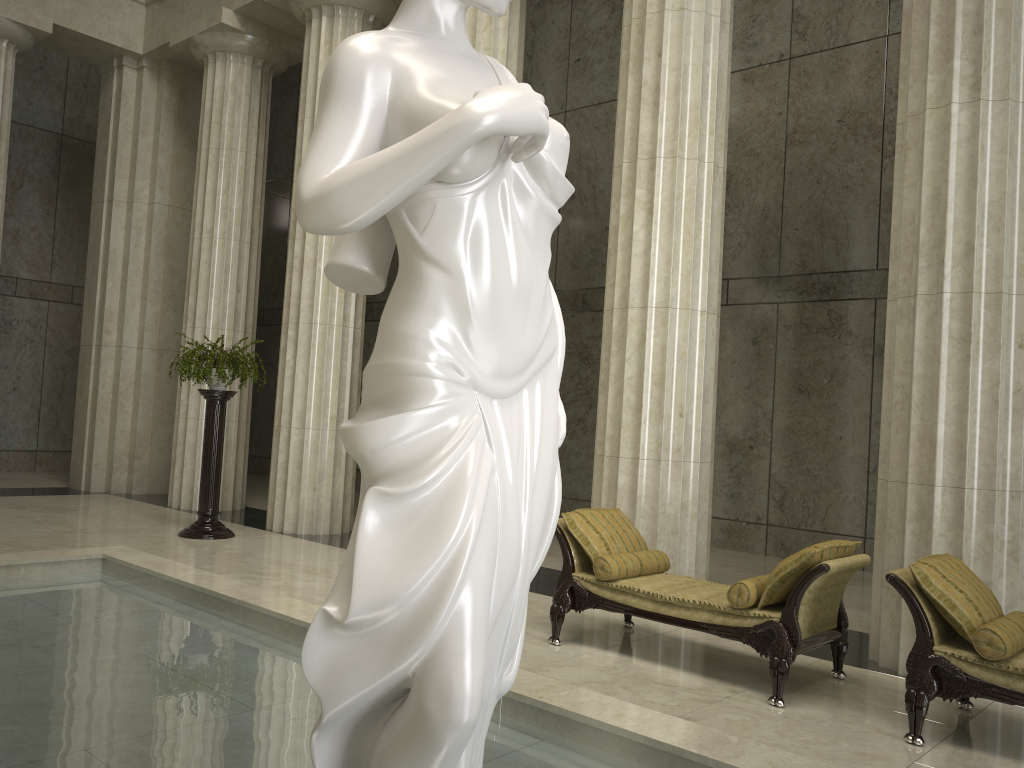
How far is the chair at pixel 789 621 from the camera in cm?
532

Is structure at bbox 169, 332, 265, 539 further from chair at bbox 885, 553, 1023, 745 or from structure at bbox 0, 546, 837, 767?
chair at bbox 885, 553, 1023, 745

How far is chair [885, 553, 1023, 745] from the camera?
4.6m

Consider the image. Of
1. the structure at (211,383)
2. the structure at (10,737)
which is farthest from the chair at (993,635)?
the structure at (211,383)

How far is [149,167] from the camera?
14.7m

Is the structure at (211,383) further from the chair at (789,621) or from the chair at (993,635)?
the chair at (993,635)

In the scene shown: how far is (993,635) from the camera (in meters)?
4.58

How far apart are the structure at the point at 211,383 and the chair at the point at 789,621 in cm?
509

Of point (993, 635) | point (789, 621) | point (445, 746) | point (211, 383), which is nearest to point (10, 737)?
point (445, 746)

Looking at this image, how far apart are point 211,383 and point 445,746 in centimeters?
896cm
